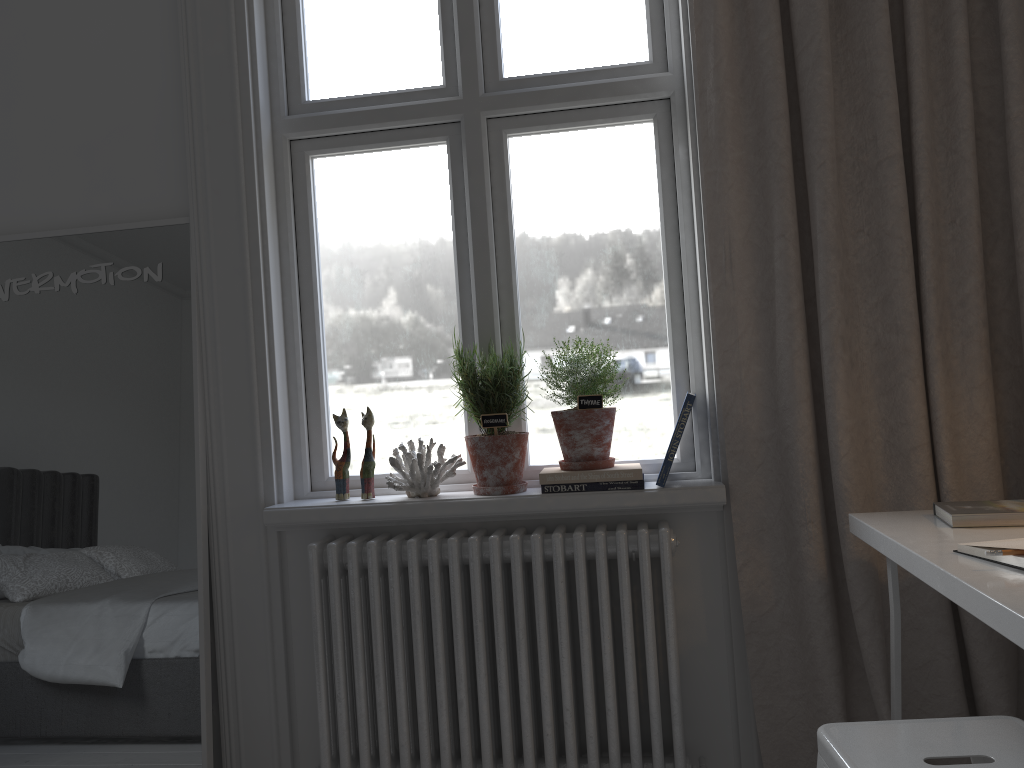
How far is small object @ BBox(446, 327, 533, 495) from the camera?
2.06m

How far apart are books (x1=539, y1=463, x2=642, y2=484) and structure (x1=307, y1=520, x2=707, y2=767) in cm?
11

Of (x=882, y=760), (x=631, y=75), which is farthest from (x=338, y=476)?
(x=882, y=760)

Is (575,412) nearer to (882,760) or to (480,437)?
(480,437)

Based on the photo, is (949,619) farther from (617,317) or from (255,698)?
(255,698)

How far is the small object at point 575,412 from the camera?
2.0 meters

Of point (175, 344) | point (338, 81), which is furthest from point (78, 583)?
point (338, 81)

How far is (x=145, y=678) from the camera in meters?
2.1

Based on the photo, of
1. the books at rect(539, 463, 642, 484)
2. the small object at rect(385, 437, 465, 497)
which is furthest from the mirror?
the books at rect(539, 463, 642, 484)

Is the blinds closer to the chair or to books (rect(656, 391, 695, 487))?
books (rect(656, 391, 695, 487))
